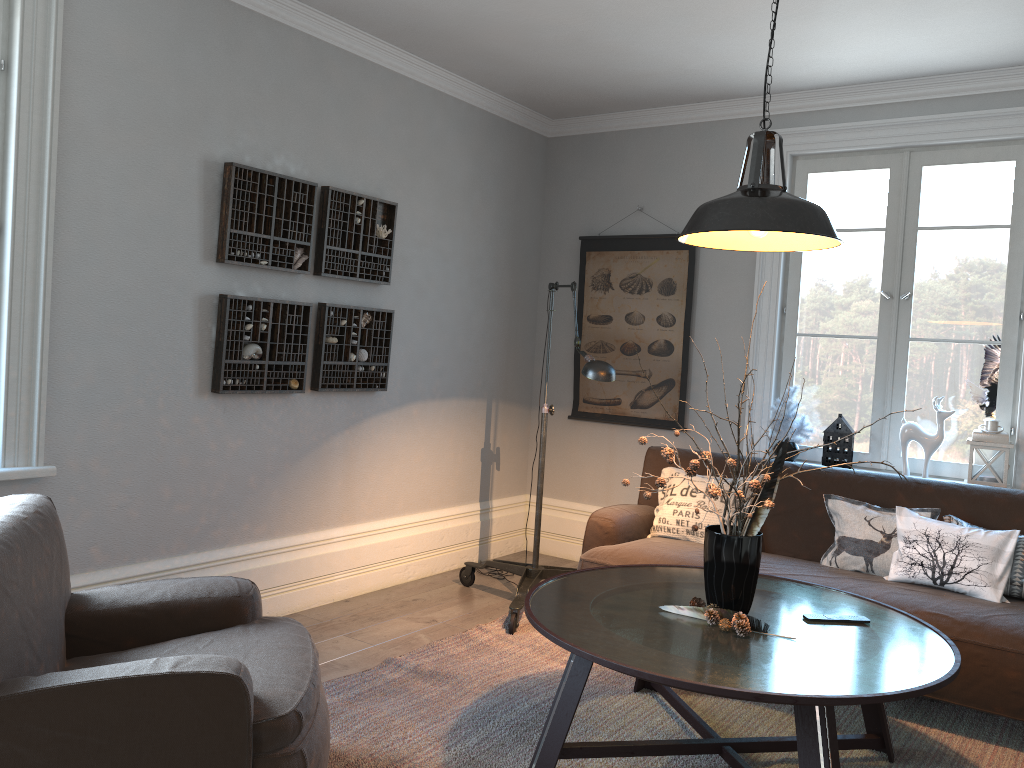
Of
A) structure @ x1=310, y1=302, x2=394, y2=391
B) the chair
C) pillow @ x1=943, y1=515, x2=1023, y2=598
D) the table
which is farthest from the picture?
the chair

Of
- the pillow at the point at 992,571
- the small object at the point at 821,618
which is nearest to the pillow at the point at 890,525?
the pillow at the point at 992,571

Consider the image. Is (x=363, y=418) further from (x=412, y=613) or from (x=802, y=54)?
(x=802, y=54)

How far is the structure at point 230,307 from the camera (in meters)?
3.69

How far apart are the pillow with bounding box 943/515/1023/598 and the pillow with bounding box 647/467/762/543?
0.9 meters

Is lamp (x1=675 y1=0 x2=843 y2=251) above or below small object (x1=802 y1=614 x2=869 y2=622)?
above

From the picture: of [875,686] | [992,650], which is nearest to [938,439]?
[992,650]

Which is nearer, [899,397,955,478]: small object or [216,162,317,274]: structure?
[216,162,317,274]: structure

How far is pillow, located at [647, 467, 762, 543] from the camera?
4.17m

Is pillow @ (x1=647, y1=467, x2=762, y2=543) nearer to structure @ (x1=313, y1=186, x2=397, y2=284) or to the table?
the table
